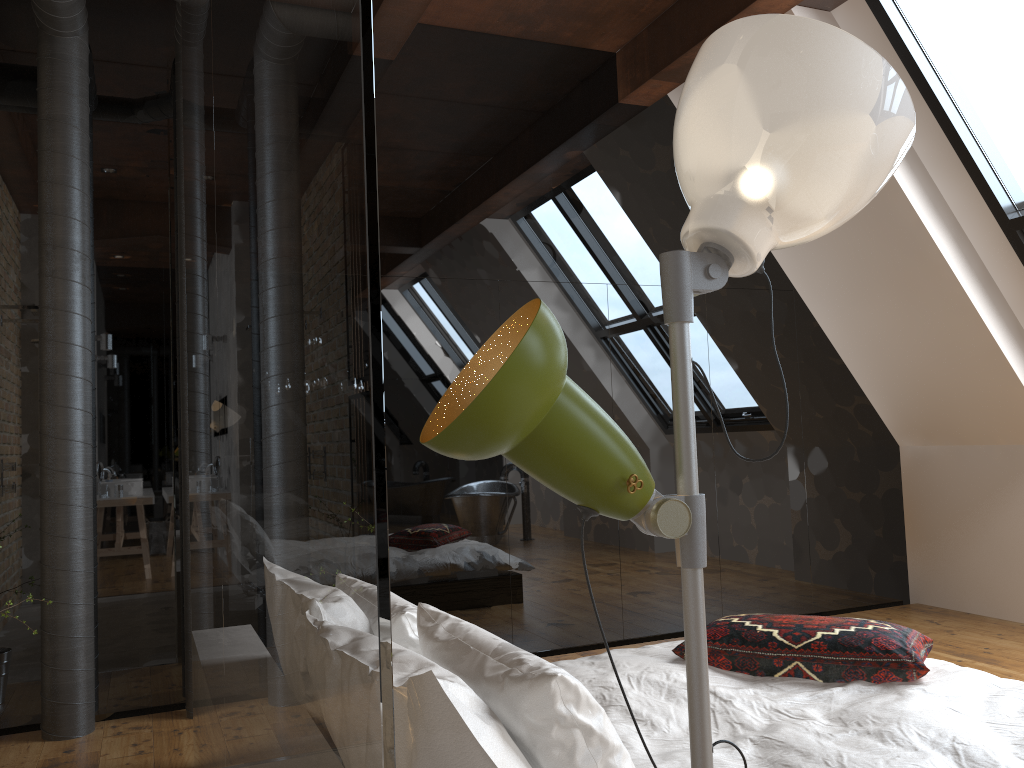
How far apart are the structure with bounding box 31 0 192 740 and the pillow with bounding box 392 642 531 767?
2.4 meters

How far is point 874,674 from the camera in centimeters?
257cm

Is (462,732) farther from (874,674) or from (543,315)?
(874,674)

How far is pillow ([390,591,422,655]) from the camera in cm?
209

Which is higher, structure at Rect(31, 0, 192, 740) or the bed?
structure at Rect(31, 0, 192, 740)

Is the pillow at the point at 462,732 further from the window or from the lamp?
the window

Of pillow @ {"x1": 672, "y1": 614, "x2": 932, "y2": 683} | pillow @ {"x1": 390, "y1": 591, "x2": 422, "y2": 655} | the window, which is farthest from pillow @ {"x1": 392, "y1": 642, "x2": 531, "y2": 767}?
the window

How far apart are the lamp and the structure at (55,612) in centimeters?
325cm

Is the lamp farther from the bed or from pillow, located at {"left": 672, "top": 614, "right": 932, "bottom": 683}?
pillow, located at {"left": 672, "top": 614, "right": 932, "bottom": 683}

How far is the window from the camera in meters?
3.9
